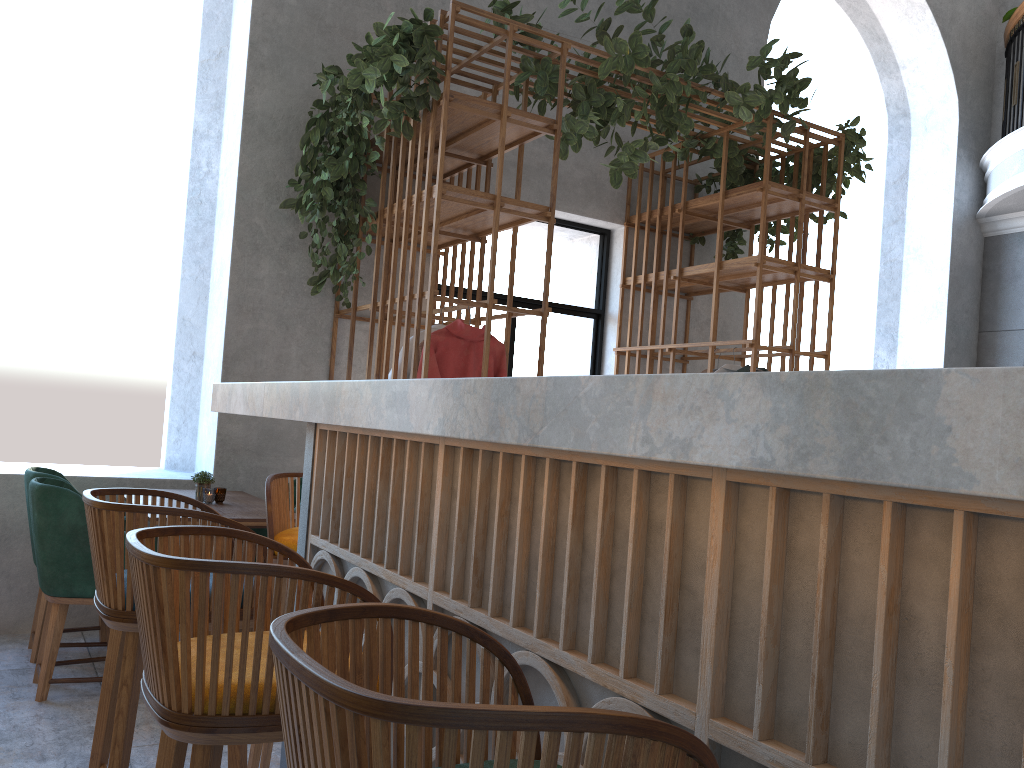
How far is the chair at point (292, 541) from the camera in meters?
2.6

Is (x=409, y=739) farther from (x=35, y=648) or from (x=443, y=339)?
(x=35, y=648)

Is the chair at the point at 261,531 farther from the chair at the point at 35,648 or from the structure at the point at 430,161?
the structure at the point at 430,161

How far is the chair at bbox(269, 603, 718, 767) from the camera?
0.64m

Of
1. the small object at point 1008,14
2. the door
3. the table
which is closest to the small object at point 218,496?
the table

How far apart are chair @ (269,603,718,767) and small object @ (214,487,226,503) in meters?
3.4 m

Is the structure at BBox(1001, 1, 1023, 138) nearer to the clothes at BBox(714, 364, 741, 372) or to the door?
the door

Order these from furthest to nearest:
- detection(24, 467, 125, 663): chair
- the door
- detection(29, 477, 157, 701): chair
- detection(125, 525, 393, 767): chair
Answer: the door, detection(24, 467, 125, 663): chair, detection(29, 477, 157, 701): chair, detection(125, 525, 393, 767): chair

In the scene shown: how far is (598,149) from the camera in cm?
621

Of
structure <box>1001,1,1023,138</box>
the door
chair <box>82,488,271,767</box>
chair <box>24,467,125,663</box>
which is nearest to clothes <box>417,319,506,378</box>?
the door
